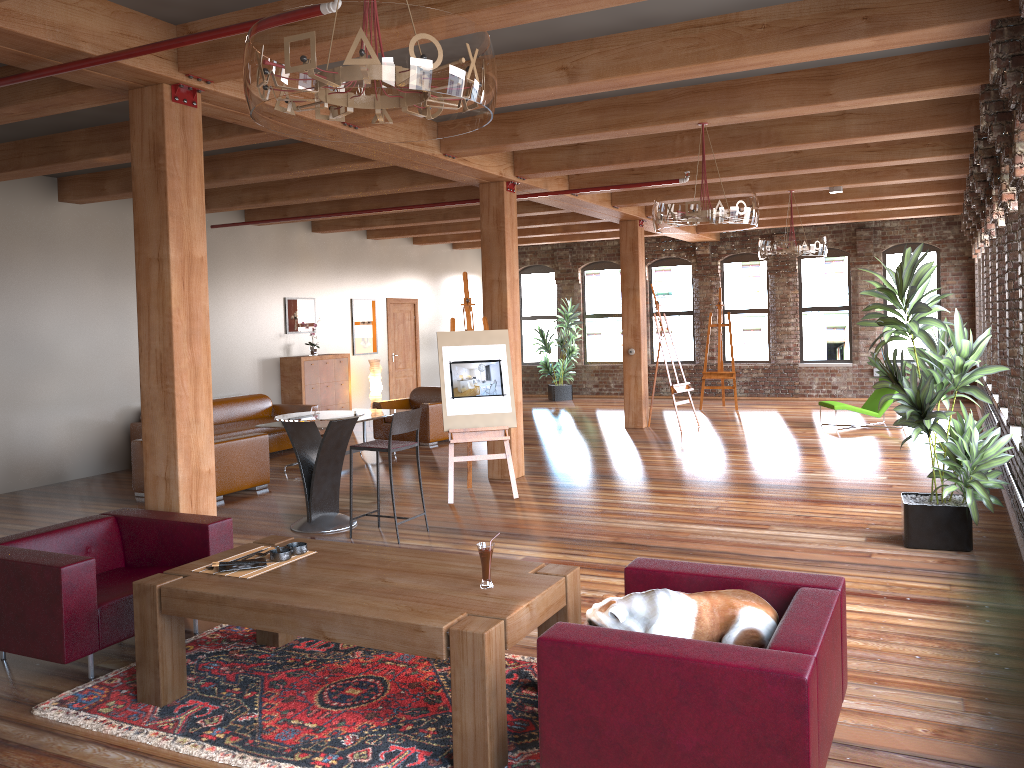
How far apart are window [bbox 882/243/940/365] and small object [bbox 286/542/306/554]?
14.3 meters

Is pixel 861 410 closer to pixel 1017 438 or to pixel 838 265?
pixel 838 265

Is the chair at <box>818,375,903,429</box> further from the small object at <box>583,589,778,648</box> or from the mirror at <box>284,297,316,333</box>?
the small object at <box>583,589,778,648</box>

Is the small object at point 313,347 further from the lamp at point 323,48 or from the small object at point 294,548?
the lamp at point 323,48

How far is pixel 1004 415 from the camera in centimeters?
781cm

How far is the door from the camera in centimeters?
1586cm

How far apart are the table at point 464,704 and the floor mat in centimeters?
3cm

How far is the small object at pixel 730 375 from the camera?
15.3m

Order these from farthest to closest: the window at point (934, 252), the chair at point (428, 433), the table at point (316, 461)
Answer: the window at point (934, 252) → the chair at point (428, 433) → the table at point (316, 461)

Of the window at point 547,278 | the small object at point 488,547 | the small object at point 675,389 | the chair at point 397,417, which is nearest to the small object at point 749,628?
the small object at point 488,547
